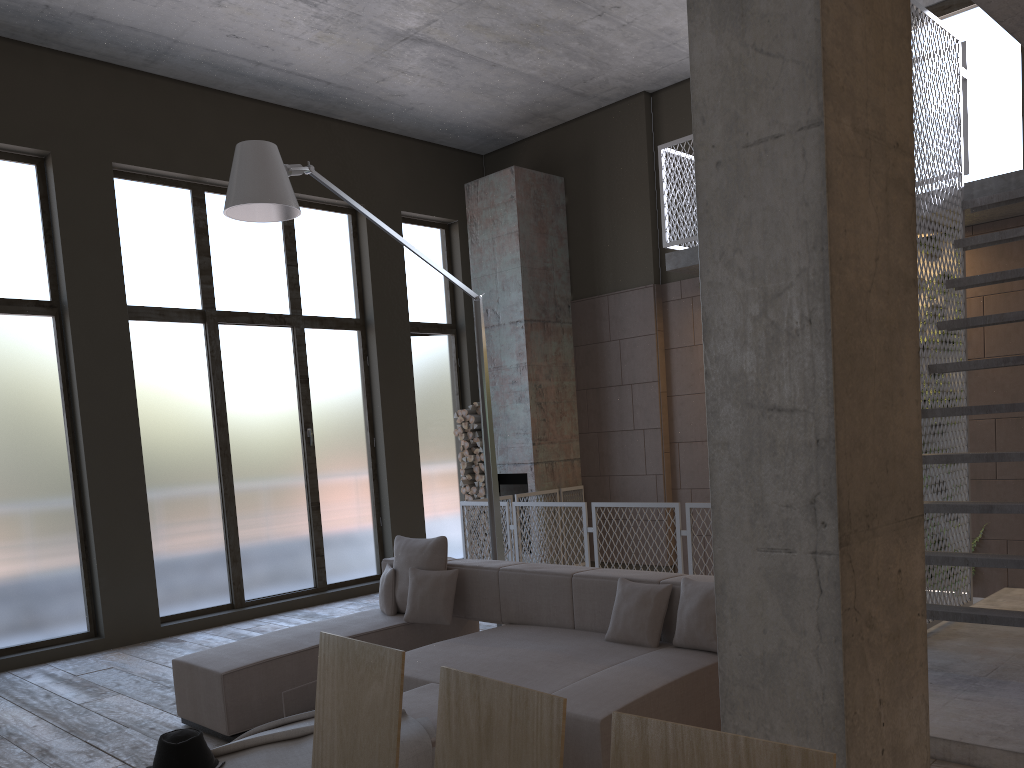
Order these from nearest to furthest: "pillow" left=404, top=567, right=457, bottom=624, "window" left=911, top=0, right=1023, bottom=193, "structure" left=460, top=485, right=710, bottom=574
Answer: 1. "pillow" left=404, top=567, right=457, bottom=624
2. "window" left=911, top=0, right=1023, bottom=193
3. "structure" left=460, top=485, right=710, bottom=574

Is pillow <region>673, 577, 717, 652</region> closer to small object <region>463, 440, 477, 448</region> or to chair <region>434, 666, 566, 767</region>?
chair <region>434, 666, 566, 767</region>

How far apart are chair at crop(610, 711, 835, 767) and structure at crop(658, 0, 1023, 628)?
4.33m

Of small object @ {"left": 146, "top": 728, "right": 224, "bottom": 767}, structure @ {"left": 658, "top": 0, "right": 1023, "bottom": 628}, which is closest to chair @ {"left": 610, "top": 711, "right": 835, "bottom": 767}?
small object @ {"left": 146, "top": 728, "right": 224, "bottom": 767}

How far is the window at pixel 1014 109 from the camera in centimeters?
734cm

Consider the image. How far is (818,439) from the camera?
2.0m

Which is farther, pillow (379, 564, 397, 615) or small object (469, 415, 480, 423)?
small object (469, 415, 480, 423)

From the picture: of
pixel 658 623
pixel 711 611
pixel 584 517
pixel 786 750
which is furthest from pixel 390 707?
pixel 584 517

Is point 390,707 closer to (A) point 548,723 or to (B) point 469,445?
(A) point 548,723

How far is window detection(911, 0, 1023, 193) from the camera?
7.3m
